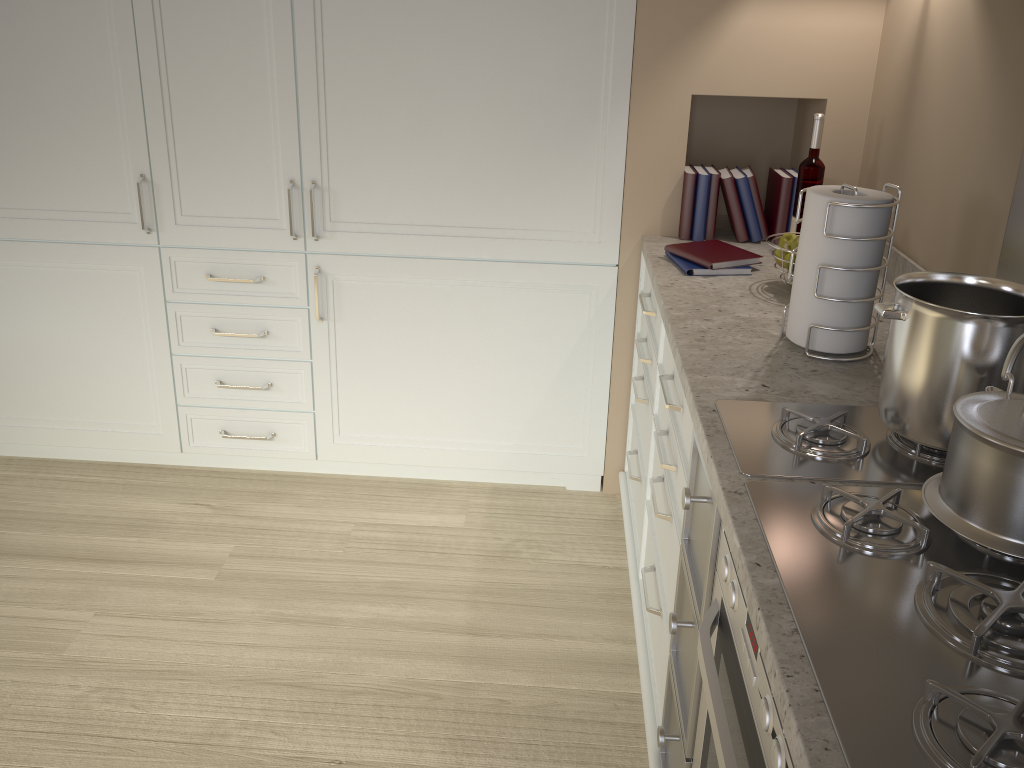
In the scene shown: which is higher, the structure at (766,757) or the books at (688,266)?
the books at (688,266)

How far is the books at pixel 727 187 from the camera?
2.3m

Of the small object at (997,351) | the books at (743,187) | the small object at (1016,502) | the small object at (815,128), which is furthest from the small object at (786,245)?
the small object at (1016,502)

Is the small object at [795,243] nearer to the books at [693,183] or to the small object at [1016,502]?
the books at [693,183]

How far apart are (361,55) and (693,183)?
0.9 meters

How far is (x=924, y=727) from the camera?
0.8 meters

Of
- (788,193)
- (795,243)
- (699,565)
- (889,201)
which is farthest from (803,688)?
(788,193)

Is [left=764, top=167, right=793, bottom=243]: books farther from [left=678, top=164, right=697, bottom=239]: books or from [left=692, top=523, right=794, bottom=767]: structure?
[left=692, top=523, right=794, bottom=767]: structure

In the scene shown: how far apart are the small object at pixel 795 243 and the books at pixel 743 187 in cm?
46

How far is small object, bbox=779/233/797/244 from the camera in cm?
198
